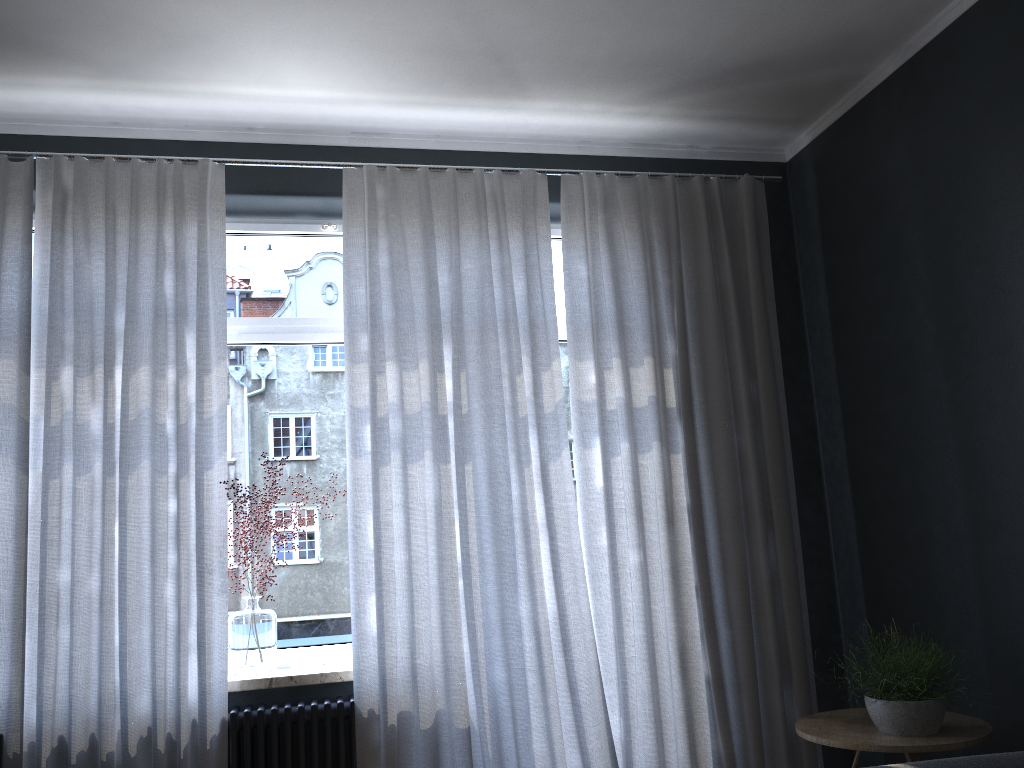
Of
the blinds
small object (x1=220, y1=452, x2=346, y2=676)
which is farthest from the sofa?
small object (x1=220, y1=452, x2=346, y2=676)

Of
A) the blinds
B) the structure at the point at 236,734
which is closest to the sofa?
the blinds

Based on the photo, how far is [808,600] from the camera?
3.8 meters

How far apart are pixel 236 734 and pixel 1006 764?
Answer: 2.4 meters

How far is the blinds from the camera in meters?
3.0 m

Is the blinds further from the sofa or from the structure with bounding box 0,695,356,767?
the sofa

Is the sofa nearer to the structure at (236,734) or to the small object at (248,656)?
the structure at (236,734)

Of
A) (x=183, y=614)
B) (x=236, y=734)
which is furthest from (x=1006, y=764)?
(x=183, y=614)

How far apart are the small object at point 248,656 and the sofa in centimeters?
218cm

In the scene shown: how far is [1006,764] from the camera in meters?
2.4
